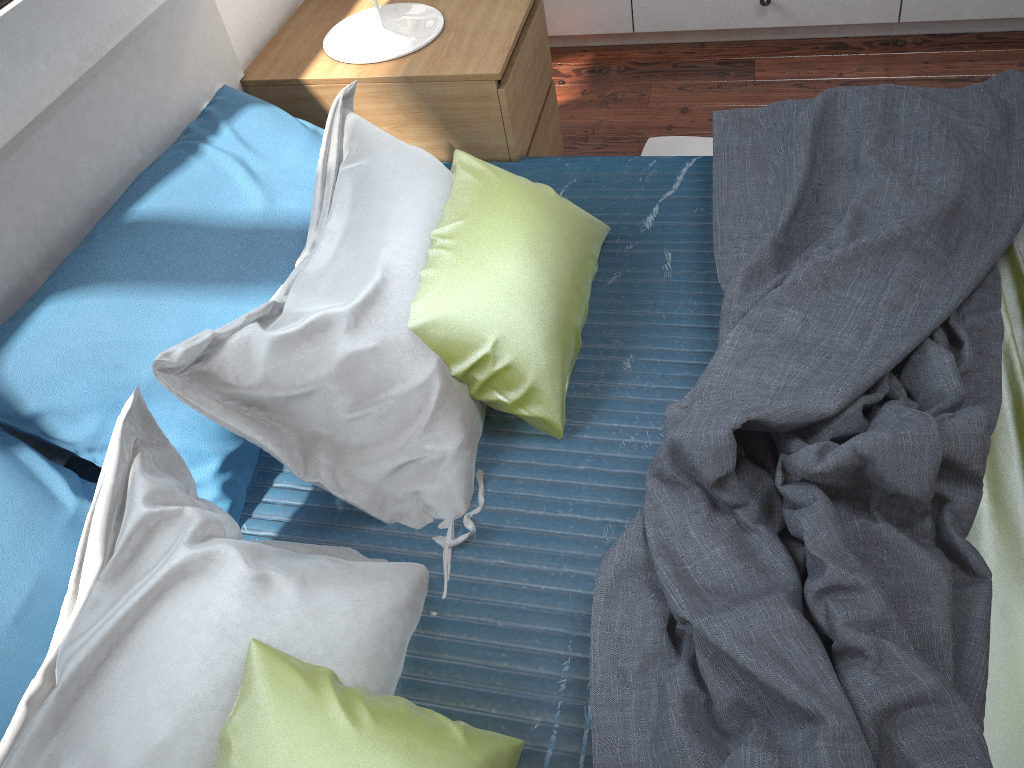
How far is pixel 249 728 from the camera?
0.92m

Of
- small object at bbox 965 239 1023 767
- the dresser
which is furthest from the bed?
the dresser

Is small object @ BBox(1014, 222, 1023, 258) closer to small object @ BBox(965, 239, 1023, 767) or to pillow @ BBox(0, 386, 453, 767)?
small object @ BBox(965, 239, 1023, 767)

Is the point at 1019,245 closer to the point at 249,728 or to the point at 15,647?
the point at 249,728

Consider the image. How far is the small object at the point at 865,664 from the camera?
0.9 meters

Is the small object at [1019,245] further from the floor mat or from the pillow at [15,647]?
the pillow at [15,647]

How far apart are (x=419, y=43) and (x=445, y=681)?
1.3m

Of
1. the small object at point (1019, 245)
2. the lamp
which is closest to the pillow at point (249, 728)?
the lamp

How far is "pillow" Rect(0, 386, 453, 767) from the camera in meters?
0.9 m

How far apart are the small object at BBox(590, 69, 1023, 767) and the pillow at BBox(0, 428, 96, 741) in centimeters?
66cm
